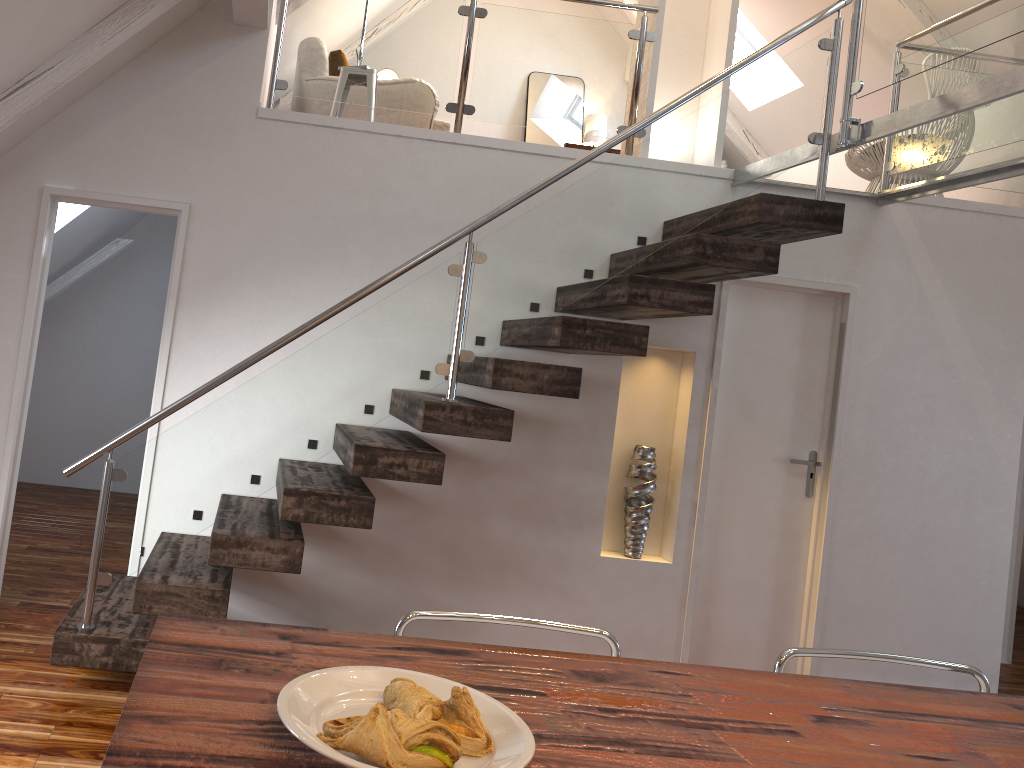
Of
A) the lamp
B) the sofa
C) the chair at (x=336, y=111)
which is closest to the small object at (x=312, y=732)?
the chair at (x=336, y=111)

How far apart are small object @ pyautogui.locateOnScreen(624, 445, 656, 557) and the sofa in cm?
215

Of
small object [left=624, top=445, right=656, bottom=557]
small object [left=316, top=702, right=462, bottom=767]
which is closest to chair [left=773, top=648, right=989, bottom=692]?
small object [left=316, top=702, right=462, bottom=767]

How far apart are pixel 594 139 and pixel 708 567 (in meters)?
3.93

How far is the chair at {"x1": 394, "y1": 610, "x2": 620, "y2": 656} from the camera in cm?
176

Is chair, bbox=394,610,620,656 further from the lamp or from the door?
the lamp

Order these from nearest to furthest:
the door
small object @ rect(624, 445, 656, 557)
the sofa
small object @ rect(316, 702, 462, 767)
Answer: small object @ rect(316, 702, 462, 767) → small object @ rect(624, 445, 656, 557) → the door → the sofa

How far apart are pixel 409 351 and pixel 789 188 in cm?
222

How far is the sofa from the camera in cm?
471

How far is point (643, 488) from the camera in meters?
4.1 m
